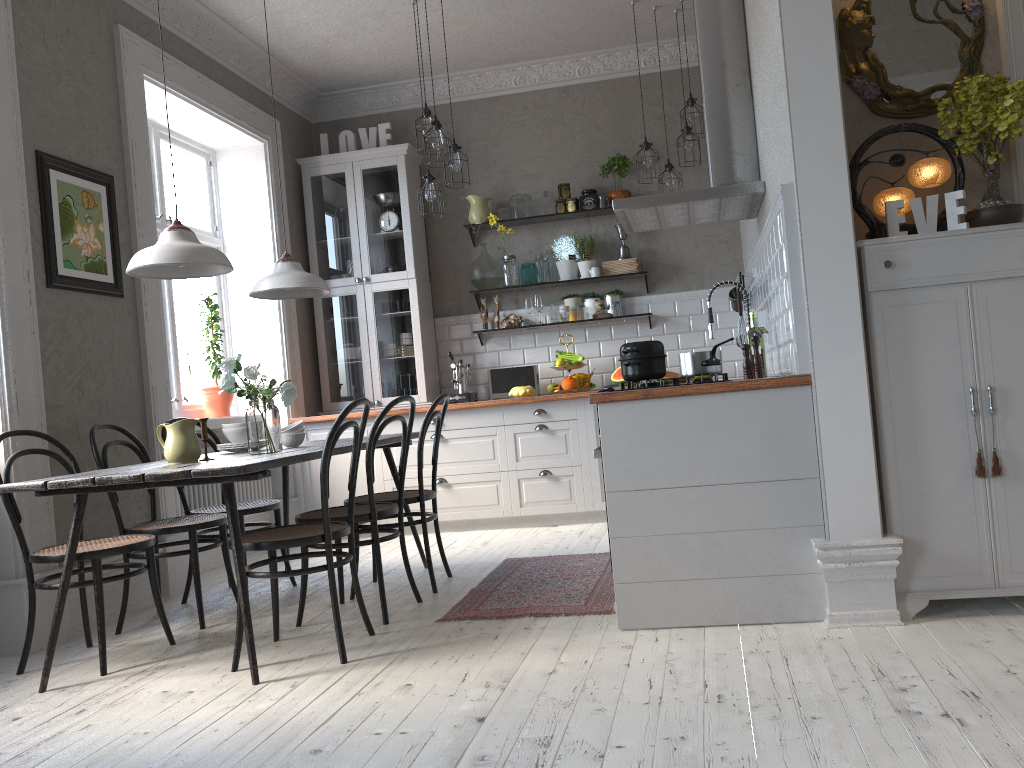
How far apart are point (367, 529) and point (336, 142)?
3.99m

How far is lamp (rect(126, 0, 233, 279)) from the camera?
3.2 meters

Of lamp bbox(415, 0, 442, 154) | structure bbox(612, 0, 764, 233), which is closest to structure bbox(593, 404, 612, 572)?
structure bbox(612, 0, 764, 233)

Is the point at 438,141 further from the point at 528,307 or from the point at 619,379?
the point at 619,379

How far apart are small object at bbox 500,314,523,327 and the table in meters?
2.1

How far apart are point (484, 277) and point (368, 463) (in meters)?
3.11

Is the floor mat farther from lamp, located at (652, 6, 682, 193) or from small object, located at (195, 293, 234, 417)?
lamp, located at (652, 6, 682, 193)

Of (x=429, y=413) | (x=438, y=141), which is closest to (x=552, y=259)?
(x=438, y=141)

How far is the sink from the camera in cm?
407

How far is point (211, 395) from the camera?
5.7m
